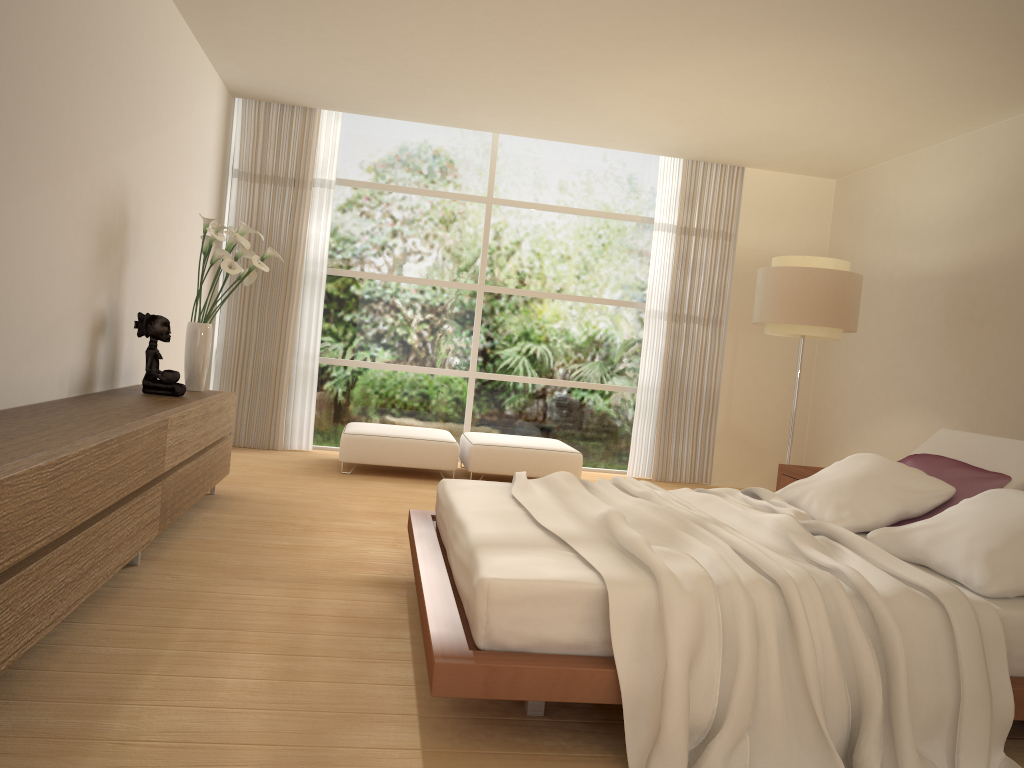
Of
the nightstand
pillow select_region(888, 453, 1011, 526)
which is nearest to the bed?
pillow select_region(888, 453, 1011, 526)

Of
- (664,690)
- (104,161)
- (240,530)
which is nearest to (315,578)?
(240,530)

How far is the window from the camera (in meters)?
8.40

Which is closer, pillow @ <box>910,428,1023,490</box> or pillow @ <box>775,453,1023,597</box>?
pillow @ <box>775,453,1023,597</box>

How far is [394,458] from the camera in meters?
7.1 m

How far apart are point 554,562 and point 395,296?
6.0 meters

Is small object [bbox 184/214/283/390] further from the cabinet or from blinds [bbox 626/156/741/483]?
blinds [bbox 626/156/741/483]

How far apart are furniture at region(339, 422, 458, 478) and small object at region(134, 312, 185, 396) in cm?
217

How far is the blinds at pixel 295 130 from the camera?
7.9m

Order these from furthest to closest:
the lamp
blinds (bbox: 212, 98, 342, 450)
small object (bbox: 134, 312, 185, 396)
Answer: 1. blinds (bbox: 212, 98, 342, 450)
2. the lamp
3. small object (bbox: 134, 312, 185, 396)
